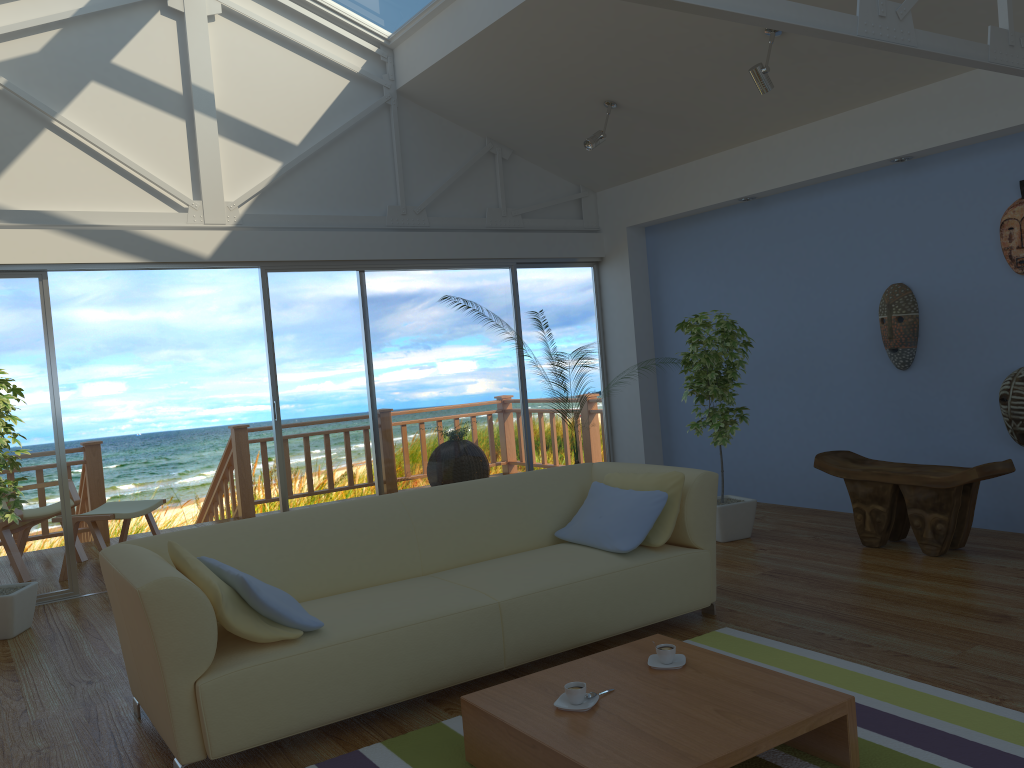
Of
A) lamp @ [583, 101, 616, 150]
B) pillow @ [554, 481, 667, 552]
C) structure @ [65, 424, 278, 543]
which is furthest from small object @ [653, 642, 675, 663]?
structure @ [65, 424, 278, 543]

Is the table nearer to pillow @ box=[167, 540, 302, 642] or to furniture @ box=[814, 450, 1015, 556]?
pillow @ box=[167, 540, 302, 642]

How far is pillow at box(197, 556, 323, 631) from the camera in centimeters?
283cm

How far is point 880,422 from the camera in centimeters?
565cm

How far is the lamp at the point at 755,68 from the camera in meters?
4.8

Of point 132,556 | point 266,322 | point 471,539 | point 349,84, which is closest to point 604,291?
point 349,84

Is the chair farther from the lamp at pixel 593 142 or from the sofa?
the lamp at pixel 593 142

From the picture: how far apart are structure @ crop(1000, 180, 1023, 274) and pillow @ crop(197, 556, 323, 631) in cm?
412

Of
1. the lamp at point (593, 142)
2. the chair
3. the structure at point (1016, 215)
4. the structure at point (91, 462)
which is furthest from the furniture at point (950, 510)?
the chair

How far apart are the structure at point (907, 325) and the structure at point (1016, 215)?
0.6m
